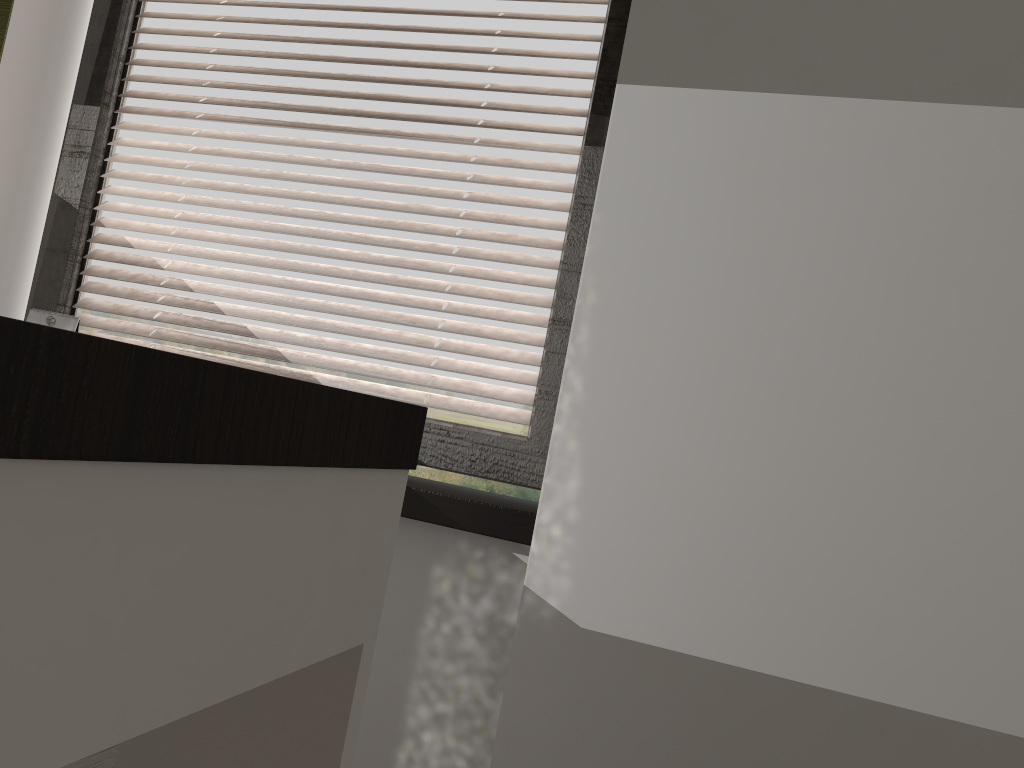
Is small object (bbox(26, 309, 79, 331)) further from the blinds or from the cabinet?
the cabinet

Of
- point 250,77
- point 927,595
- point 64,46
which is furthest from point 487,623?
point 250,77

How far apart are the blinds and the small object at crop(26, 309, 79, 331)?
0.2 meters

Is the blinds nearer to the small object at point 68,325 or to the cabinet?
Result: the small object at point 68,325

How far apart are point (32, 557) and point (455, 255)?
1.3 meters

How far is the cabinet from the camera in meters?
0.4

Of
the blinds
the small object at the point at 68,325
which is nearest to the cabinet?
the blinds

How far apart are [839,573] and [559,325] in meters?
0.6 m

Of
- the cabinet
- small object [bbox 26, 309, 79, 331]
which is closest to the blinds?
small object [bbox 26, 309, 79, 331]

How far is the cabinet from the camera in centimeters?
37cm
